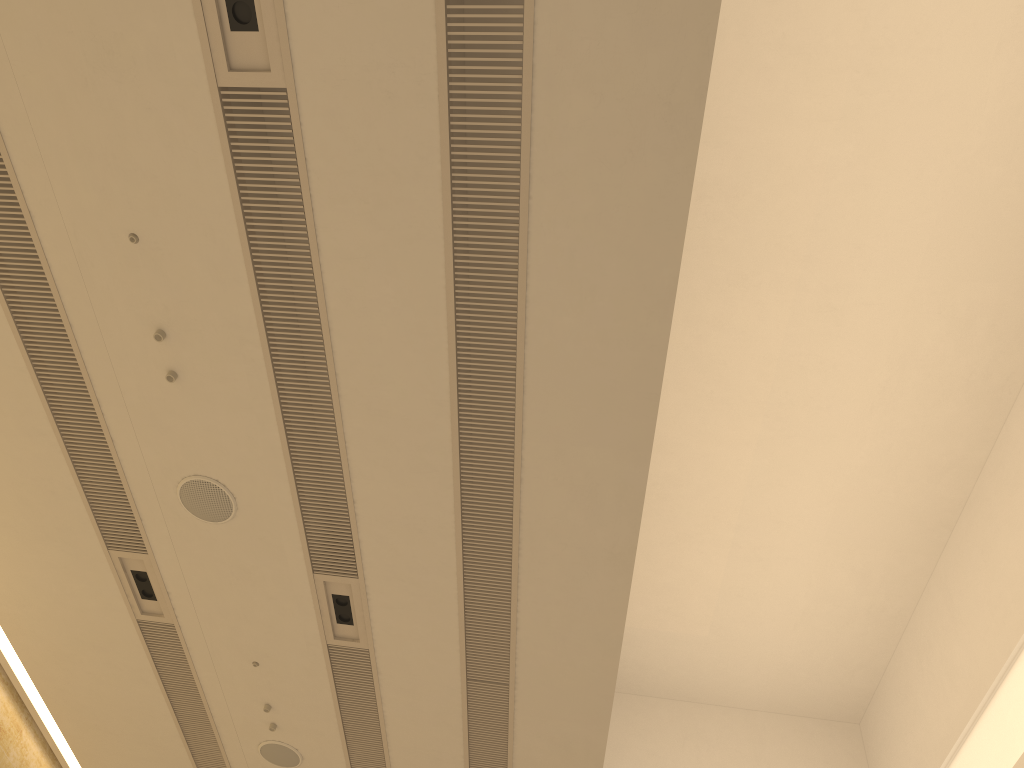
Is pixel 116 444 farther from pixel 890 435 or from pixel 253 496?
pixel 890 435

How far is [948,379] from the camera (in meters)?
7.78
